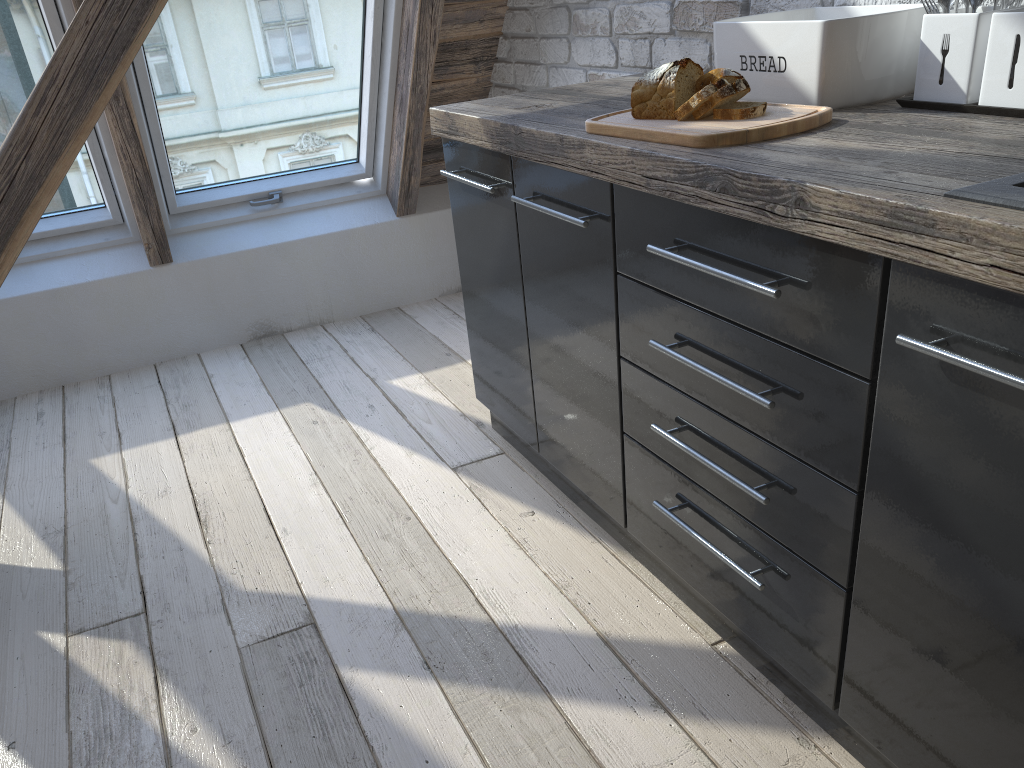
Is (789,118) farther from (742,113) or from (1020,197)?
(1020,197)

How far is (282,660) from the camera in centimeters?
165cm

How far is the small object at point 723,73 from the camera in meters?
1.4

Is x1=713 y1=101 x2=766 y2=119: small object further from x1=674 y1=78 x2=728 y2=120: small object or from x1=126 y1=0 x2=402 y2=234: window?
x1=126 y1=0 x2=402 y2=234: window

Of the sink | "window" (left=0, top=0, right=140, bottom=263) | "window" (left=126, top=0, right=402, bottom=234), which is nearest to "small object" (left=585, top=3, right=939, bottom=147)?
the sink

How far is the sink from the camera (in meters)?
0.86

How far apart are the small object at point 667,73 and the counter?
0.1 meters

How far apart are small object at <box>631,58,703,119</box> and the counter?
0.1m

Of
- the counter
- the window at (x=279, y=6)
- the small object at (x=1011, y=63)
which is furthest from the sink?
the window at (x=279, y=6)

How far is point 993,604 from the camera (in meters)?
0.95
